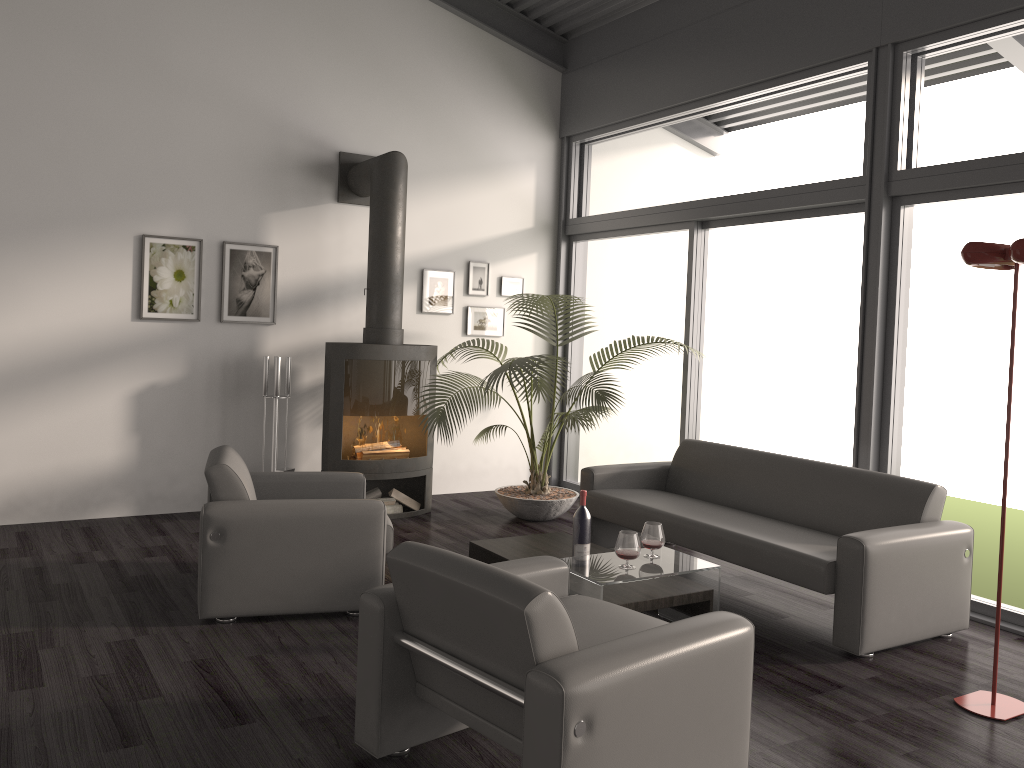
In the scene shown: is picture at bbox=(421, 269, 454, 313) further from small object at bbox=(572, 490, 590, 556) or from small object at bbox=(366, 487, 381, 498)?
small object at bbox=(572, 490, 590, 556)

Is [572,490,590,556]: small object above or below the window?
below

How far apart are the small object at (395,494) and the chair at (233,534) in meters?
1.5 m

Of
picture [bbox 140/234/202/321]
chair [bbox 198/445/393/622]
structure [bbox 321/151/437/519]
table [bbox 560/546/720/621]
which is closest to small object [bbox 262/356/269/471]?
structure [bbox 321/151/437/519]

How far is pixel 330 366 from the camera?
6.2 meters

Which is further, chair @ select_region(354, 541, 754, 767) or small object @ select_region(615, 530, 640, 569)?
small object @ select_region(615, 530, 640, 569)

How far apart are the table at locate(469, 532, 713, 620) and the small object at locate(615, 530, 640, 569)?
0.1 meters

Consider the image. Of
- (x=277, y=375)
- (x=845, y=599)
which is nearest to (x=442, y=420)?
(x=277, y=375)

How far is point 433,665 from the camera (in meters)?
2.74

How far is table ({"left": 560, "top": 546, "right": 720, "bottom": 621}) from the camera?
3.77m
